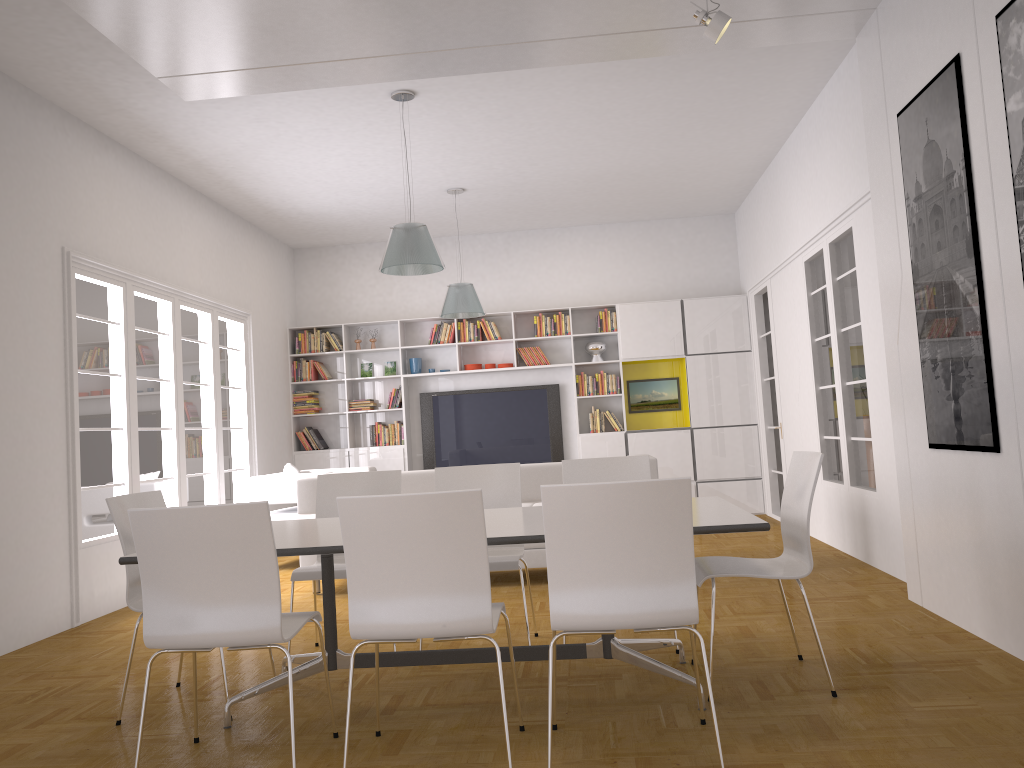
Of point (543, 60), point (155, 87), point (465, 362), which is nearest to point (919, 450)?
point (543, 60)

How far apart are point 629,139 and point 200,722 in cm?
565

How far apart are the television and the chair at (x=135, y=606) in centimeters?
630cm

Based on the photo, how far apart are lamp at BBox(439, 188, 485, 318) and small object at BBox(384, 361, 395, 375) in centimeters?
204cm

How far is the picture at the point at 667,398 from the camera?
10.3m

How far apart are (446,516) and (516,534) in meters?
0.5 m

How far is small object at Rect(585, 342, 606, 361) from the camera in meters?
10.2

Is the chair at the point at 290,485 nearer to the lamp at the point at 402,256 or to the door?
the lamp at the point at 402,256

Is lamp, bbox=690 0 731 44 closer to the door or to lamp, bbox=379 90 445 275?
lamp, bbox=379 90 445 275

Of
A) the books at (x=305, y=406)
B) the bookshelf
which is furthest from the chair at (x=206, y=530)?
the books at (x=305, y=406)
